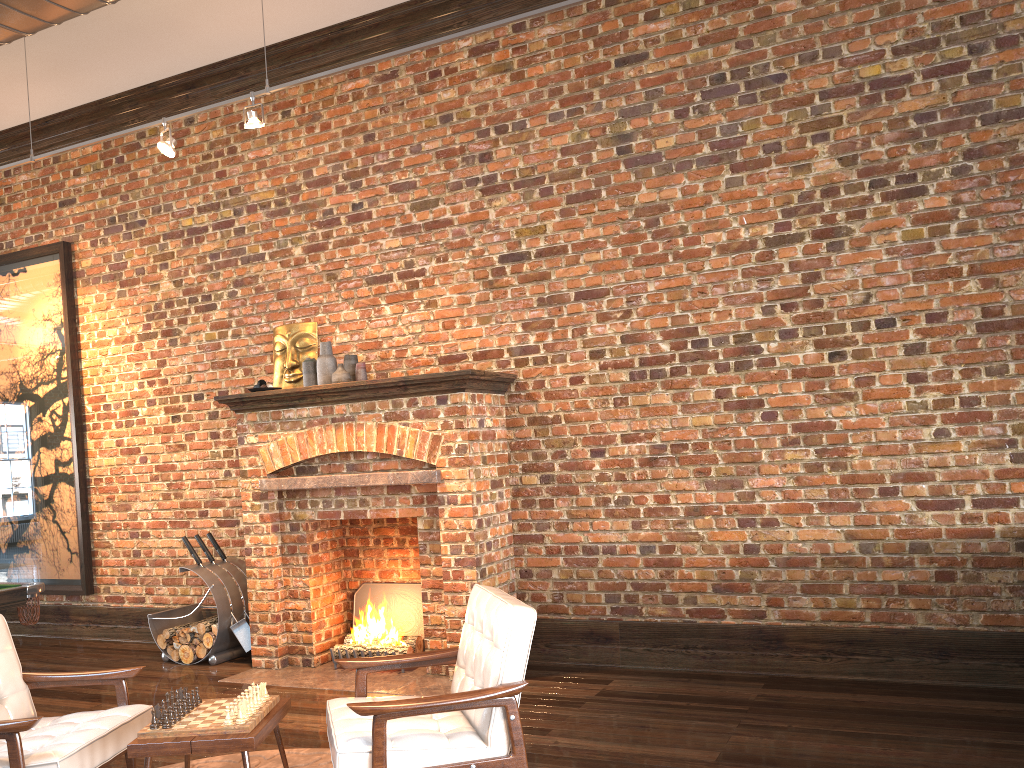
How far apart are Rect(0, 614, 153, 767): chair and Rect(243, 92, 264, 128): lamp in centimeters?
308cm

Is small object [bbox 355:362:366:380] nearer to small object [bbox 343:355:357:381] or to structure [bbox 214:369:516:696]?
small object [bbox 343:355:357:381]

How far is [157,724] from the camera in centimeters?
309cm

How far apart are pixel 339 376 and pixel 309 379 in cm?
38

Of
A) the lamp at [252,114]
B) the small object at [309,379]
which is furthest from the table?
the lamp at [252,114]

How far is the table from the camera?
3.0 meters

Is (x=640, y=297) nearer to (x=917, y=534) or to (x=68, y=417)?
(x=917, y=534)

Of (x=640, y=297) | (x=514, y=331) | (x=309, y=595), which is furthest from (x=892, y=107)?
(x=309, y=595)

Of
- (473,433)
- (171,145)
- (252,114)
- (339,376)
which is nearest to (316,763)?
(473,433)

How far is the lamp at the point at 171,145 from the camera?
5.38m
